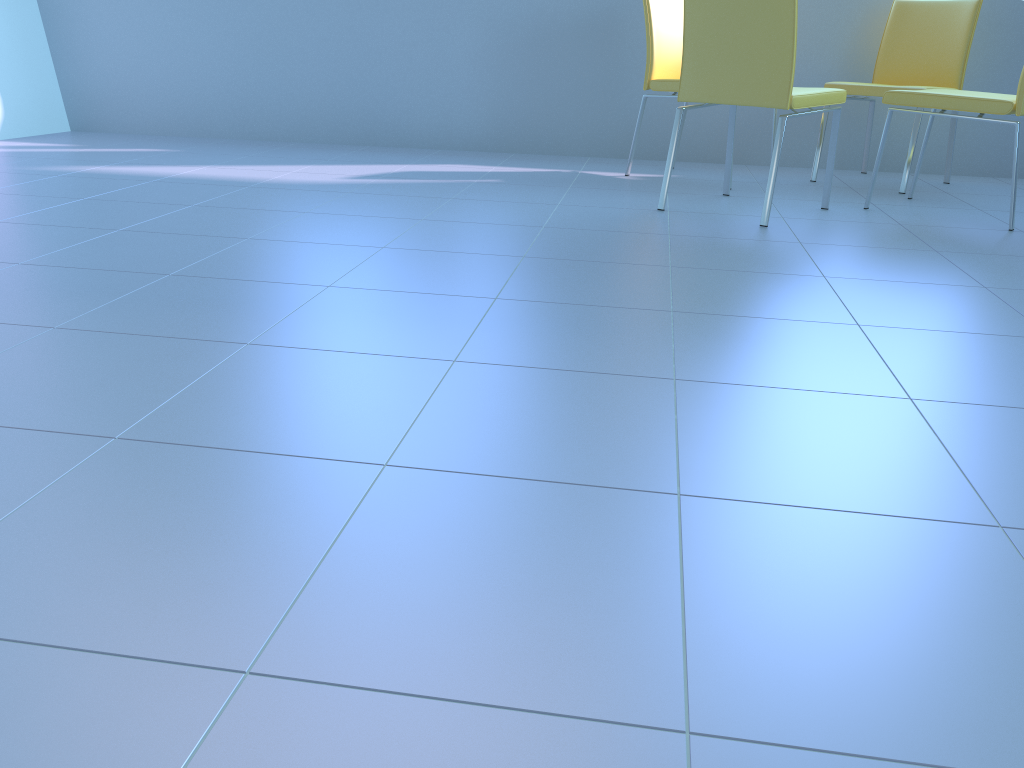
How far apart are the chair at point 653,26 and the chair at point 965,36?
0.6m

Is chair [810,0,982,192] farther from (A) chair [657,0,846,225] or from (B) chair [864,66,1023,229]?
(A) chair [657,0,846,225]

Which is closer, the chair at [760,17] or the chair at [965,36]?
the chair at [760,17]

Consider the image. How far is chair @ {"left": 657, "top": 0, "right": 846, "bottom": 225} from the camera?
2.5m

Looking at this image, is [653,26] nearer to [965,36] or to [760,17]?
[760,17]

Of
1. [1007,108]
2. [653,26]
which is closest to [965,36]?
[1007,108]

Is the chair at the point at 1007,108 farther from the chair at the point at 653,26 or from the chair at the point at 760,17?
the chair at the point at 653,26

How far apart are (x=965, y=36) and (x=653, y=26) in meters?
1.2 m

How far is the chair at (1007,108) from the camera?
2.6 meters

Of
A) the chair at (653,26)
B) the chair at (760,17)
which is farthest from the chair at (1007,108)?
the chair at (653,26)
